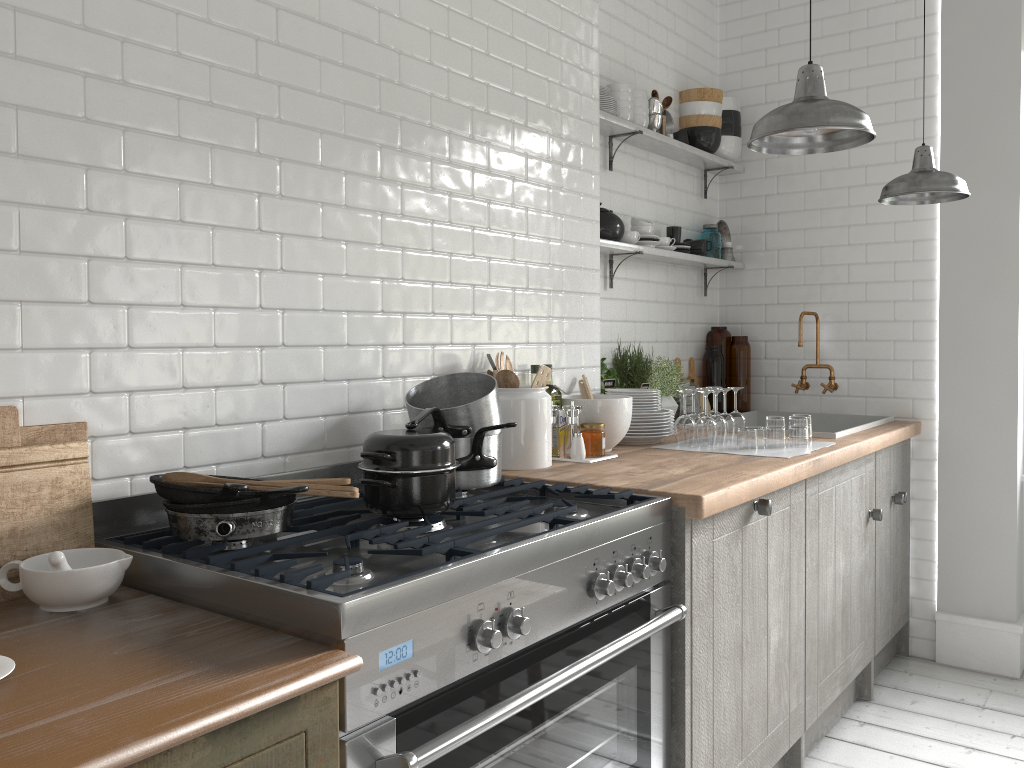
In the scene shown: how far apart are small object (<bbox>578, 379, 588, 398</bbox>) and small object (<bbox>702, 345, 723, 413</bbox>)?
1.7m

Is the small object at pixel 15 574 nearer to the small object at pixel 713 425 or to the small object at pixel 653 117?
the small object at pixel 713 425

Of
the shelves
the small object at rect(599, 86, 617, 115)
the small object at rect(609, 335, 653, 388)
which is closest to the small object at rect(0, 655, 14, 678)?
the shelves

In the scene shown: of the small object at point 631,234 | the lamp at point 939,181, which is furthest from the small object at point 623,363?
the lamp at point 939,181

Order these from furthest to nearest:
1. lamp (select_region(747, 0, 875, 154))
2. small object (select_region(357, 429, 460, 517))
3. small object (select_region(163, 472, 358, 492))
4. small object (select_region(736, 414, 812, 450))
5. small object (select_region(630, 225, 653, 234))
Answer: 1. small object (select_region(630, 225, 653, 234))
2. small object (select_region(736, 414, 812, 450))
3. lamp (select_region(747, 0, 875, 154))
4. small object (select_region(357, 429, 460, 517))
5. small object (select_region(163, 472, 358, 492))

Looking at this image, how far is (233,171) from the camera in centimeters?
248cm

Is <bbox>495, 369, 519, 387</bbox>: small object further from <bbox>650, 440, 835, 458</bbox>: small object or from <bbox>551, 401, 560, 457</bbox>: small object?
<bbox>650, 440, 835, 458</bbox>: small object

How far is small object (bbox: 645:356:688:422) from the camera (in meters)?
A: 4.72

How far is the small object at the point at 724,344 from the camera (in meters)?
5.40

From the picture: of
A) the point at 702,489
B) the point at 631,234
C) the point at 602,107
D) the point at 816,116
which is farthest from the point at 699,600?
the point at 602,107
